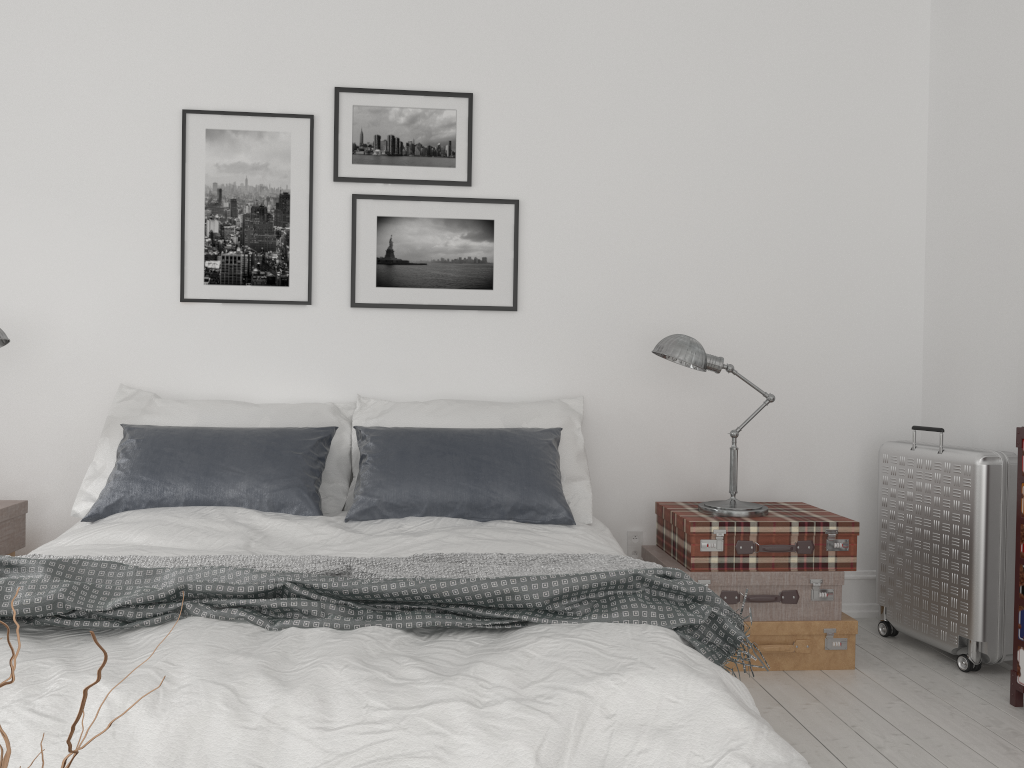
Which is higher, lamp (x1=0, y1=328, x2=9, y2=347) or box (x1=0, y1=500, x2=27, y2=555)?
lamp (x1=0, y1=328, x2=9, y2=347)

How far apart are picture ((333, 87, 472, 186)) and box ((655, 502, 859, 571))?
1.6 meters

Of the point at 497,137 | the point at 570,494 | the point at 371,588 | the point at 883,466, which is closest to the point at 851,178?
the point at 883,466

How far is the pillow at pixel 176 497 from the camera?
3.10m

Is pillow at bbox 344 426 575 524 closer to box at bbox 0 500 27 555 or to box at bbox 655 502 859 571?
box at bbox 655 502 859 571

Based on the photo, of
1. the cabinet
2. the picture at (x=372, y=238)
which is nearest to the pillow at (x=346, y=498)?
the picture at (x=372, y=238)

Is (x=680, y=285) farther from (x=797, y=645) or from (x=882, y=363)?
(x=797, y=645)

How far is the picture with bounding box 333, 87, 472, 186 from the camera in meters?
3.8

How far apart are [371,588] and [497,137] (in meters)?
2.43

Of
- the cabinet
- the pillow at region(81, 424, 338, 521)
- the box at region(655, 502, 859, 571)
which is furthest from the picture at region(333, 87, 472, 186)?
the cabinet
